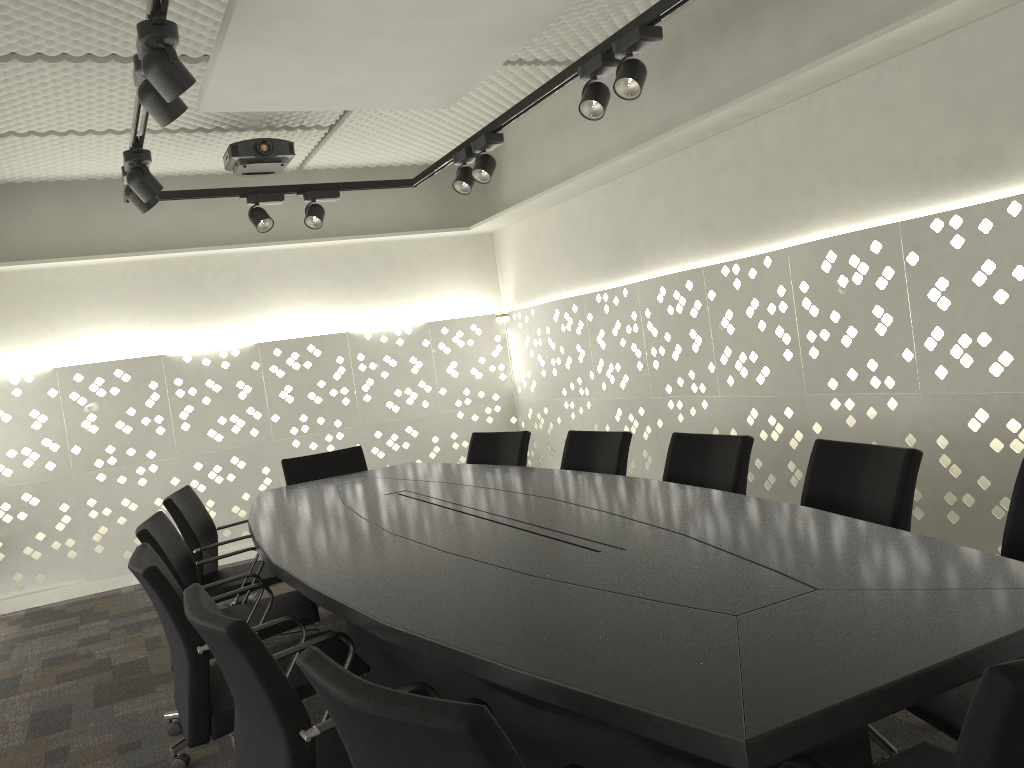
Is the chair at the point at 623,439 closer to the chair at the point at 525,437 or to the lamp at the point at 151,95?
the chair at the point at 525,437

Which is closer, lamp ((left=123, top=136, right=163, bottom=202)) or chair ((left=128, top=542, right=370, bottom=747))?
→ chair ((left=128, top=542, right=370, bottom=747))

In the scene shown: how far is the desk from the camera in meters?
1.2 m

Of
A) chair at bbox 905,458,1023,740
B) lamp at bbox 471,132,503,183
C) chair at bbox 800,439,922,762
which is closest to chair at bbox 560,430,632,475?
chair at bbox 800,439,922,762

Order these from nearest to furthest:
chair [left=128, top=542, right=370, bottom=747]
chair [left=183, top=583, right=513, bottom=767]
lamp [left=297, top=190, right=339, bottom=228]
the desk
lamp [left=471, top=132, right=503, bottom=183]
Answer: the desk → chair [left=183, top=583, right=513, bottom=767] → chair [left=128, top=542, right=370, bottom=747] → lamp [left=471, top=132, right=503, bottom=183] → lamp [left=297, top=190, right=339, bottom=228]

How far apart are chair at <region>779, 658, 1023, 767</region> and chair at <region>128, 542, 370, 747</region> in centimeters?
130cm

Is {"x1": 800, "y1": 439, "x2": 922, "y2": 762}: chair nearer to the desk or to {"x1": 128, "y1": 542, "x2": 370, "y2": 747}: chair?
the desk

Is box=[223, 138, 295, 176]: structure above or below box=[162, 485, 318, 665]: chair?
above

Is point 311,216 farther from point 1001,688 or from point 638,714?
point 1001,688

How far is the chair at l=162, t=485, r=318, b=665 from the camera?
3.43m
